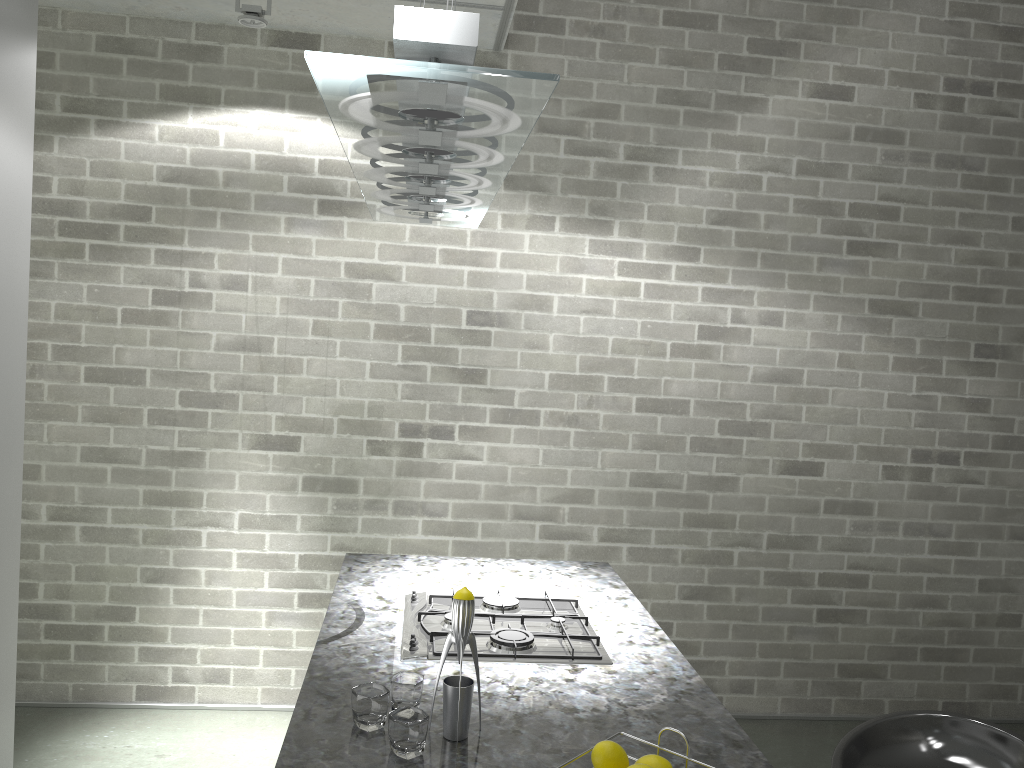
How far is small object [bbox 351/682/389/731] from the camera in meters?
1.7

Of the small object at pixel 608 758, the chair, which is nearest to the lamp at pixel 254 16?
the small object at pixel 608 758

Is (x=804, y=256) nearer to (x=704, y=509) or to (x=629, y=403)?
(x=629, y=403)

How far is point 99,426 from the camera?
3.84m

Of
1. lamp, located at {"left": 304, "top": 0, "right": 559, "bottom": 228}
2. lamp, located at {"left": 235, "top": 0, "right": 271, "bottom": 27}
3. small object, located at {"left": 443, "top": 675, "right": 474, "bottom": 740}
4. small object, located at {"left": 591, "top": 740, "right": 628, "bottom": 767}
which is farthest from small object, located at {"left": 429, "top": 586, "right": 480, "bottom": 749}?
lamp, located at {"left": 235, "top": 0, "right": 271, "bottom": 27}

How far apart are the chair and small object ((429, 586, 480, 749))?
0.9m

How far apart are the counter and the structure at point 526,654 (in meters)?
0.02

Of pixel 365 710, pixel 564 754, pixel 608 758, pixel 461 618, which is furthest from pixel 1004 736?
pixel 365 710

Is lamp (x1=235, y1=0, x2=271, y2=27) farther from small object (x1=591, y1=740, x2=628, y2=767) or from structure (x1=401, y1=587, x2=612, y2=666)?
small object (x1=591, y1=740, x2=628, y2=767)

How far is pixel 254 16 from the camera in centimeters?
327cm
